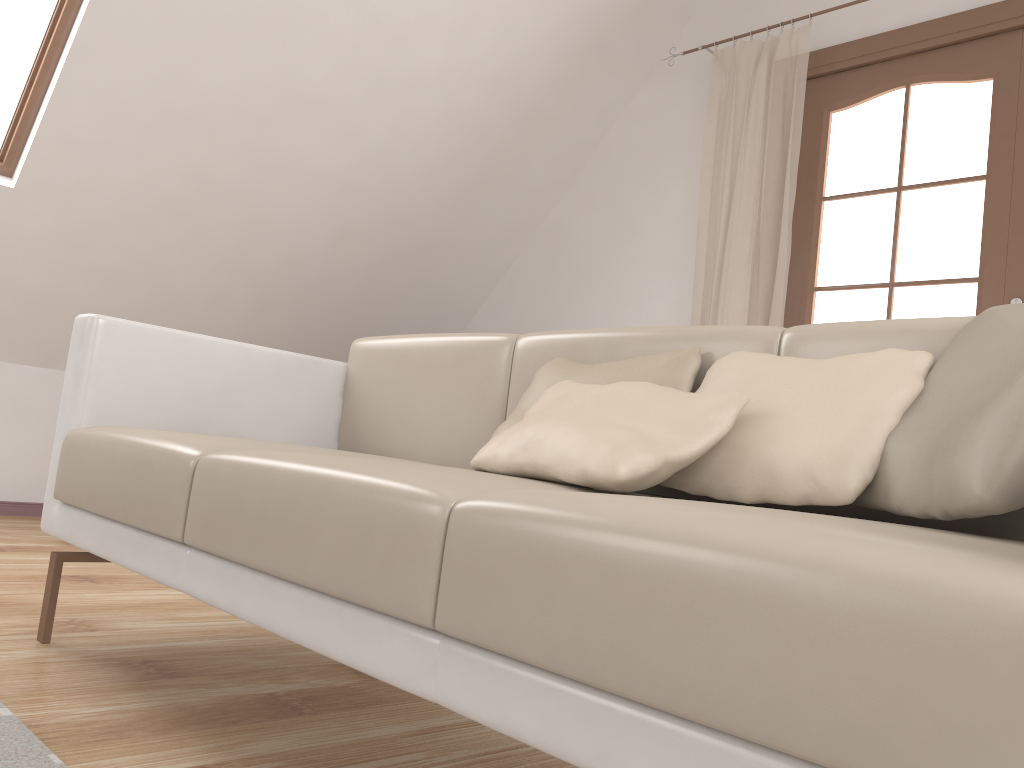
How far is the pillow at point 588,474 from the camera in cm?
106

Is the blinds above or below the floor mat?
above

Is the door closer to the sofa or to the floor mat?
the sofa

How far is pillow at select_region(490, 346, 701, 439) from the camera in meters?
1.4

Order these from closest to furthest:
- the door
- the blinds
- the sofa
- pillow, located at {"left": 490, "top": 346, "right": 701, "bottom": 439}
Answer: the sofa, pillow, located at {"left": 490, "top": 346, "right": 701, "bottom": 439}, the door, the blinds

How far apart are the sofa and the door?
1.82m

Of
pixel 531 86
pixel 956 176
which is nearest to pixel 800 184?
pixel 531 86

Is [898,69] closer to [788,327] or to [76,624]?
[788,327]

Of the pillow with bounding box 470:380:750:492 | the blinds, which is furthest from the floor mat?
the blinds

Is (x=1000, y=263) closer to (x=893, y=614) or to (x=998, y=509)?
(x=998, y=509)
